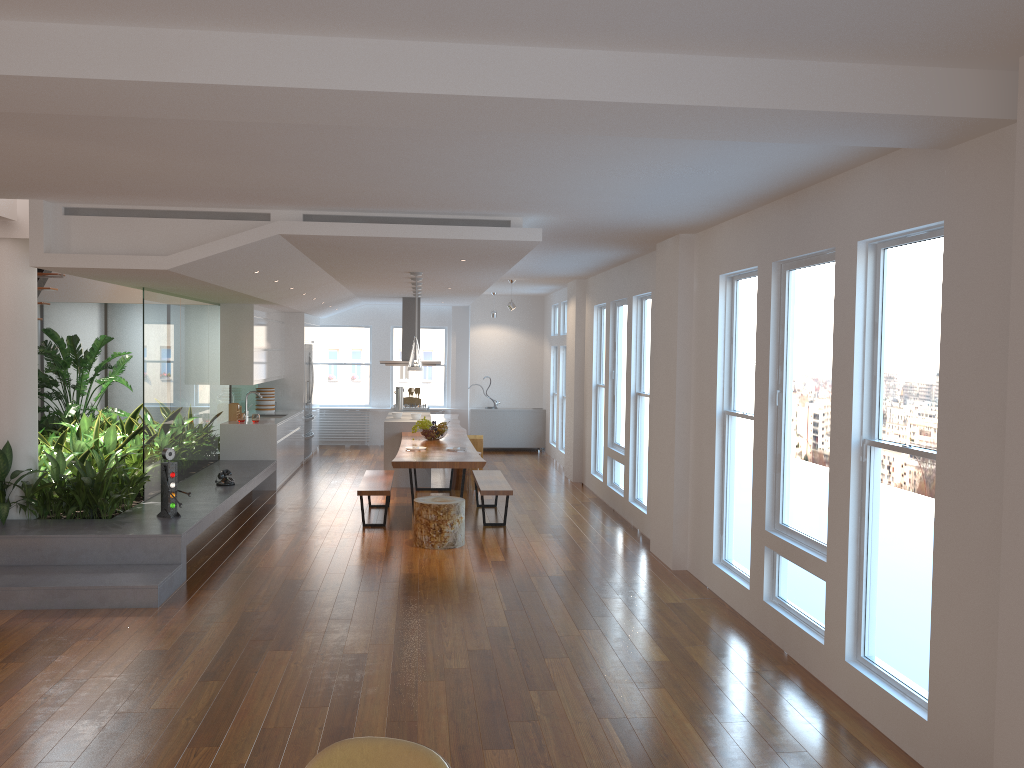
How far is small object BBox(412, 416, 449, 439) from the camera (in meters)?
10.14

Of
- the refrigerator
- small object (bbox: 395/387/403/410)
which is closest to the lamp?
small object (bbox: 395/387/403/410)

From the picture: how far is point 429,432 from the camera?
10.1 meters

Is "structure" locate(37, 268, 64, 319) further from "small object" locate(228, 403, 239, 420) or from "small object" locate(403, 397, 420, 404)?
"small object" locate(403, 397, 420, 404)

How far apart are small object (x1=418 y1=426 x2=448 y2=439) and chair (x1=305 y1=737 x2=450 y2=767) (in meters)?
7.80

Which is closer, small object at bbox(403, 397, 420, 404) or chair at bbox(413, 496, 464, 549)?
chair at bbox(413, 496, 464, 549)

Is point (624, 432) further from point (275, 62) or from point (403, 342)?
point (275, 62)

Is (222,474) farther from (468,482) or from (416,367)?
(468,482)

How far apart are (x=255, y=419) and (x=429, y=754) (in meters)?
9.18

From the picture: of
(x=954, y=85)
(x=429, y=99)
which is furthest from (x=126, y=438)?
(x=954, y=85)
